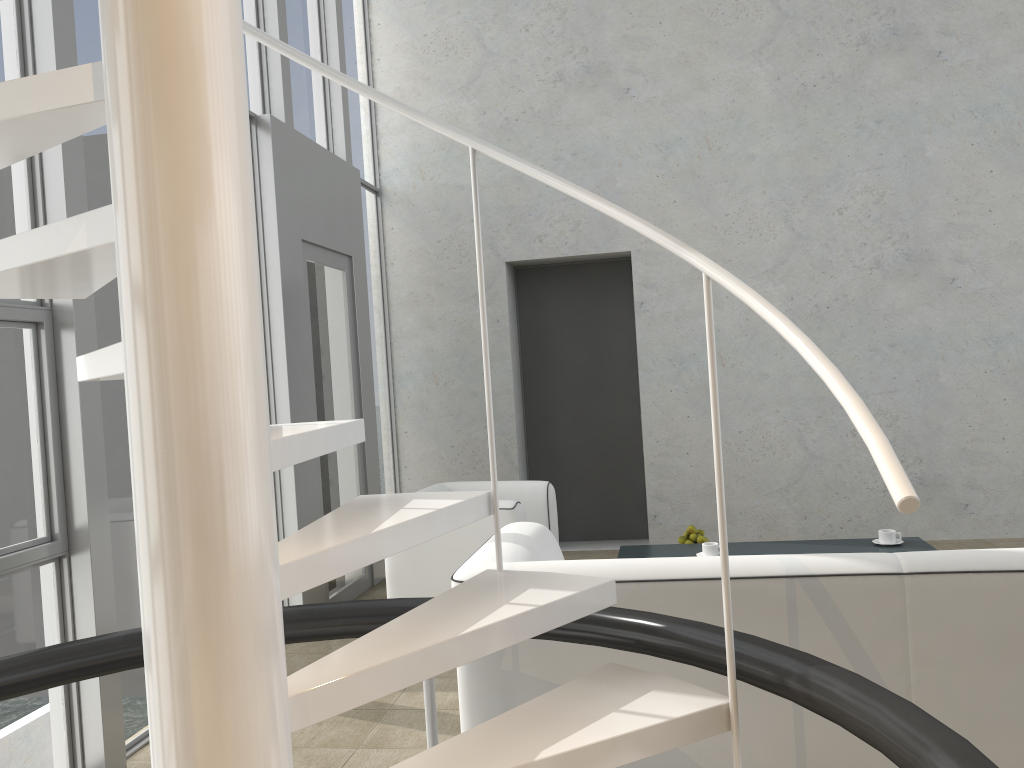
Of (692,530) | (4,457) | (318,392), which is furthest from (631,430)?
(4,457)

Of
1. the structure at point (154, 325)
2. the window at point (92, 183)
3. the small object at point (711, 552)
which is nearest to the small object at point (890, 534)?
the small object at point (711, 552)

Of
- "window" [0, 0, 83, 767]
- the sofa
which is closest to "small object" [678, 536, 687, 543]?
the sofa

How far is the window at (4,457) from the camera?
2.74m

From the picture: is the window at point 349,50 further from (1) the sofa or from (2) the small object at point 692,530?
(1) the sofa

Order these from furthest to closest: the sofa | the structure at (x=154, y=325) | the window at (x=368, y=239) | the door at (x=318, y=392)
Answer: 1. the window at (x=368, y=239)
2. the door at (x=318, y=392)
3. the sofa
4. the structure at (x=154, y=325)

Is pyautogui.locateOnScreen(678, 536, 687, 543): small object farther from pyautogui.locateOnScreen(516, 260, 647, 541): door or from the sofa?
pyautogui.locateOnScreen(516, 260, 647, 541): door

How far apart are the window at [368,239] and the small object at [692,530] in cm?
249

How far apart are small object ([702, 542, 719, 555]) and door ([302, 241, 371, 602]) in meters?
2.1 m

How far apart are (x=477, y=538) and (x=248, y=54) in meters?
2.8
